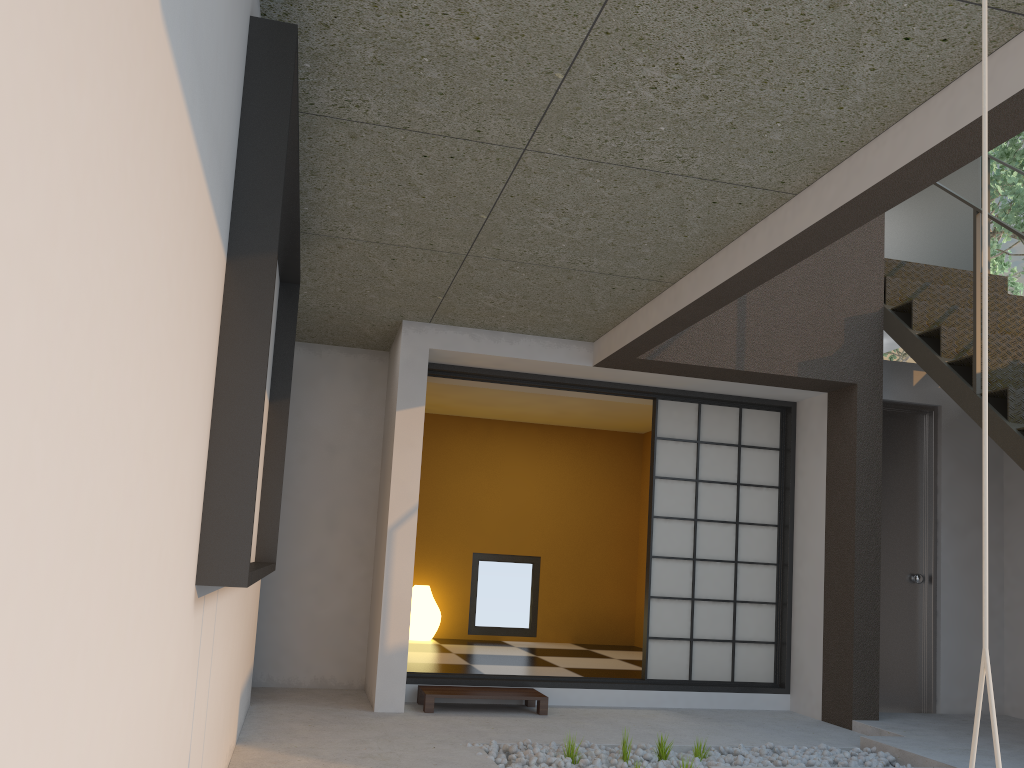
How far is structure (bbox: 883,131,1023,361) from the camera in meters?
8.7

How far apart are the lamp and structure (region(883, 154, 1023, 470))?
4.30m

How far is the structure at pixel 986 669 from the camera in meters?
1.3 m

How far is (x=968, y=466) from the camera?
5.8 meters

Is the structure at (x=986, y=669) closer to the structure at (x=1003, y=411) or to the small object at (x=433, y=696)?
the structure at (x=1003, y=411)

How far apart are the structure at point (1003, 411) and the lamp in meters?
4.3 m

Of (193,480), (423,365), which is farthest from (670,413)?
(193,480)

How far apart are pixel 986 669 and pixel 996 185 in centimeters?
874cm

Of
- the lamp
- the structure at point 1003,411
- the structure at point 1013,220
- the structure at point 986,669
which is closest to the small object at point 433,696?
the lamp

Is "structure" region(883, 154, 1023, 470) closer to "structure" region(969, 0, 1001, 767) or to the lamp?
"structure" region(969, 0, 1001, 767)
